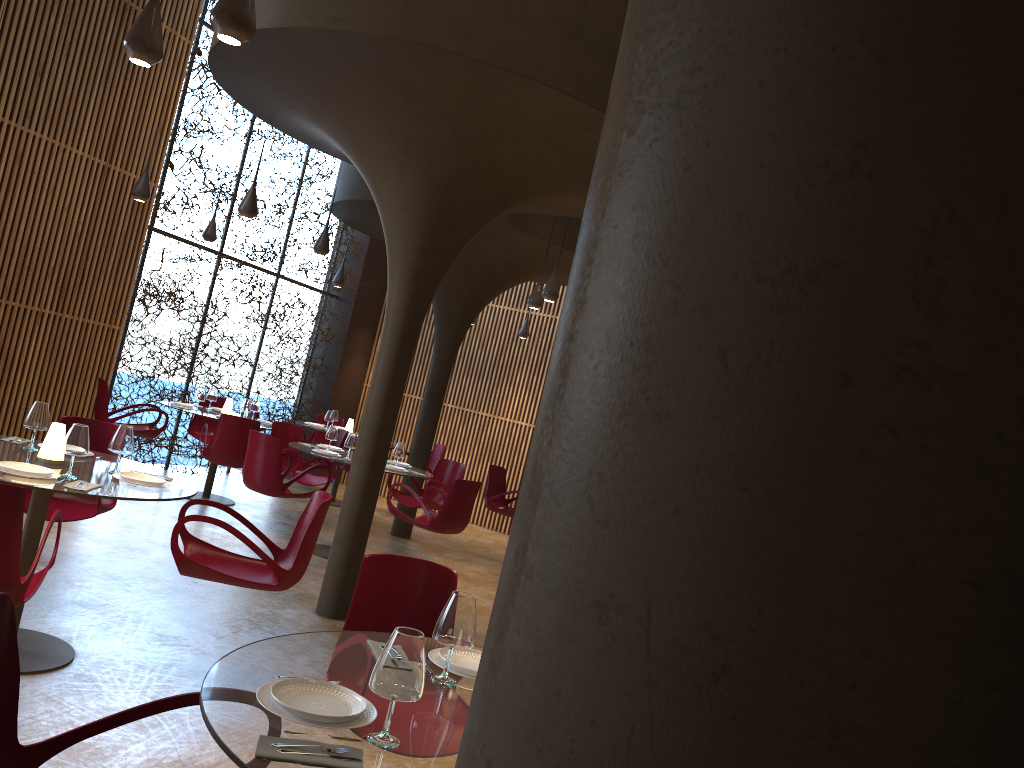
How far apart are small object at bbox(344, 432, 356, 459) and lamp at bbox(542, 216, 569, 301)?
2.6 meters

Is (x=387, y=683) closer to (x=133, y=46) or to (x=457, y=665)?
(x=457, y=665)

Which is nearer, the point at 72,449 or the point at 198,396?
the point at 72,449

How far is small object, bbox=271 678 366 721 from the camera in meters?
2.3

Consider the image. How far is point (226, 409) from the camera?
A: 11.7 meters

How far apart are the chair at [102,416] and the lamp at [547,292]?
5.3 meters

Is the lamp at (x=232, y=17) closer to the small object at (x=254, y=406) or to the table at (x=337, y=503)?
the small object at (x=254, y=406)

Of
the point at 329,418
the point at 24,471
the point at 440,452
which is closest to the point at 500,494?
the point at 440,452

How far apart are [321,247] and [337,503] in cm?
499

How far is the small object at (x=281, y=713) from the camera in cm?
230
